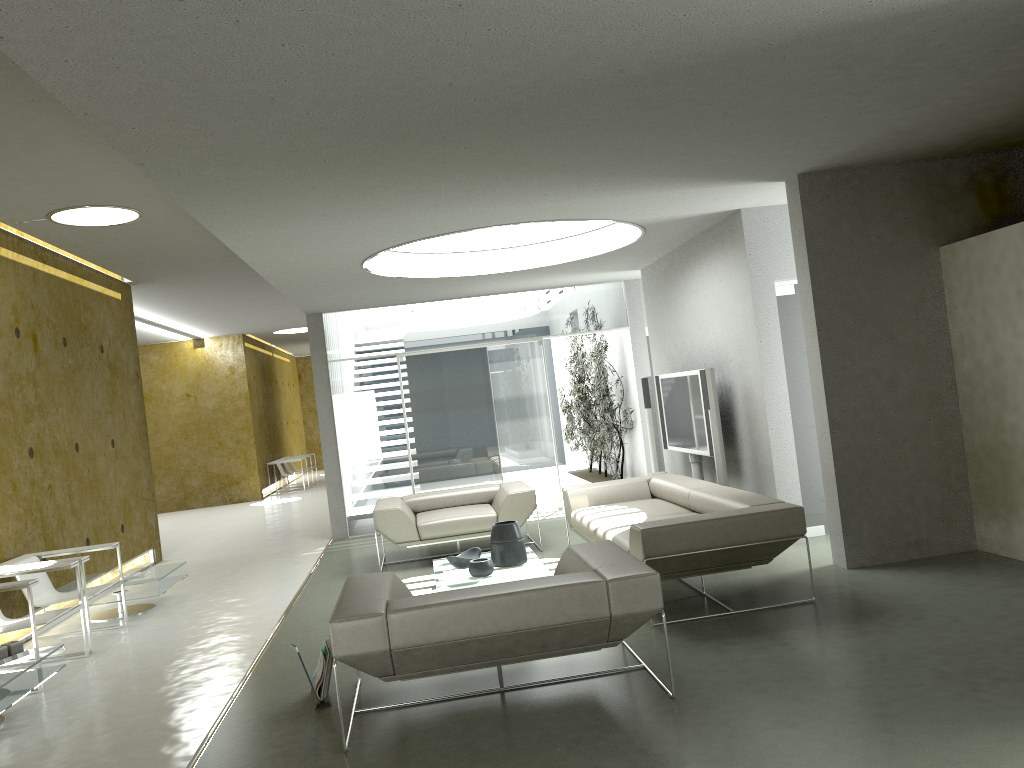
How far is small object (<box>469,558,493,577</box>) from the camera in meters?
6.2

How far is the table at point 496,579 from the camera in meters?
6.1 m

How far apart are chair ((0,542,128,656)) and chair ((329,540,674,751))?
2.7 meters

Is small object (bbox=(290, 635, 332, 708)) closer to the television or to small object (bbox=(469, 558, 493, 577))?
small object (bbox=(469, 558, 493, 577))

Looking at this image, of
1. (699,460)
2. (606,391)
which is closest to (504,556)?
(699,460)

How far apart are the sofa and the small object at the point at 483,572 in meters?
0.8 m

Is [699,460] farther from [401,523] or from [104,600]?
[104,600]

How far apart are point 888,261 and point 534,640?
3.82m

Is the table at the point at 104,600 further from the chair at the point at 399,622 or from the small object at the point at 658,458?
the small object at the point at 658,458

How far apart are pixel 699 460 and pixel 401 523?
2.9m
